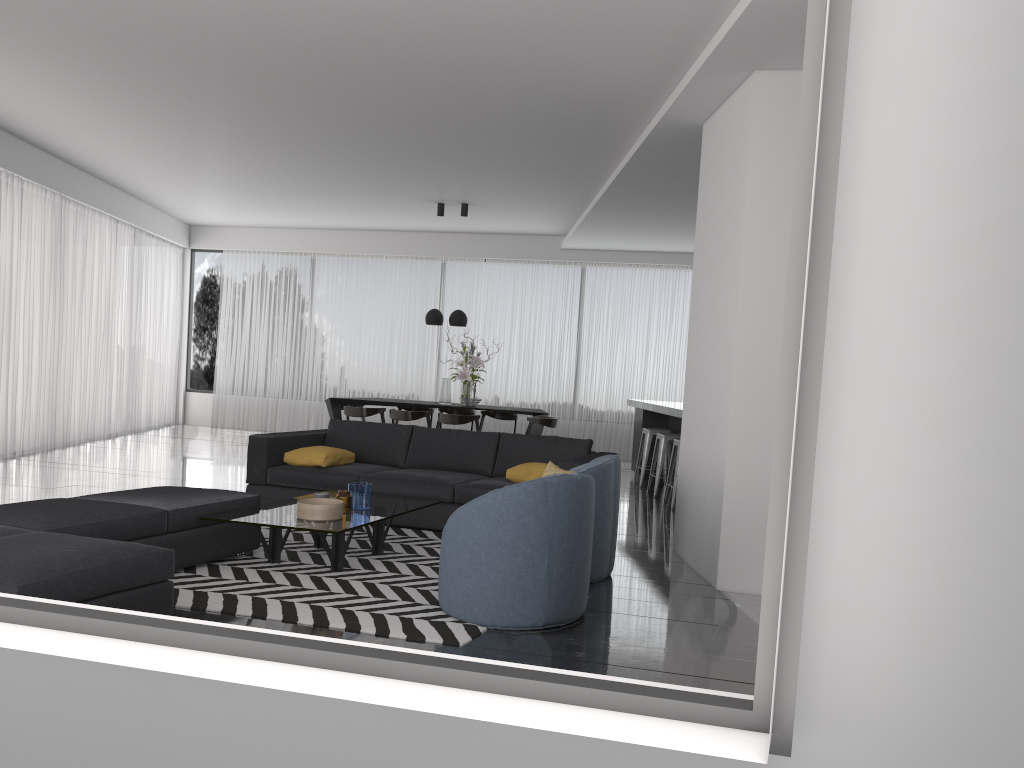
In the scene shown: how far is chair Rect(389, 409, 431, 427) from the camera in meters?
10.3 m

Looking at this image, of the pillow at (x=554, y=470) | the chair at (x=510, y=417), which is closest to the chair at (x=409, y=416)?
the chair at (x=510, y=417)

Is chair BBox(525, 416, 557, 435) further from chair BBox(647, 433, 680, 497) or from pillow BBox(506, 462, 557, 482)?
pillow BBox(506, 462, 557, 482)

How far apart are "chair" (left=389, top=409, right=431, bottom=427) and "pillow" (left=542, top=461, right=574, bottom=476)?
5.0m

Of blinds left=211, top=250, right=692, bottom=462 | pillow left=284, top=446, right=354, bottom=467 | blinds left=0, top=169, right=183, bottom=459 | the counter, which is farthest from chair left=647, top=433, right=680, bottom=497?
blinds left=0, top=169, right=183, bottom=459

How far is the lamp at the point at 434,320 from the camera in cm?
1096

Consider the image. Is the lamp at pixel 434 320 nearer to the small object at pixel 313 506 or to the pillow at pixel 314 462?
the pillow at pixel 314 462

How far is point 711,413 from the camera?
5.3m

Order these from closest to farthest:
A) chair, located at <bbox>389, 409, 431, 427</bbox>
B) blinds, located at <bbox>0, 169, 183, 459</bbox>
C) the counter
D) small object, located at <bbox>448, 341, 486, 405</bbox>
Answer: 1. the counter
2. blinds, located at <bbox>0, 169, 183, 459</bbox>
3. chair, located at <bbox>389, 409, 431, 427</bbox>
4. small object, located at <bbox>448, 341, 486, 405</bbox>

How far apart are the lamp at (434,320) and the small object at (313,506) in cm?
593
